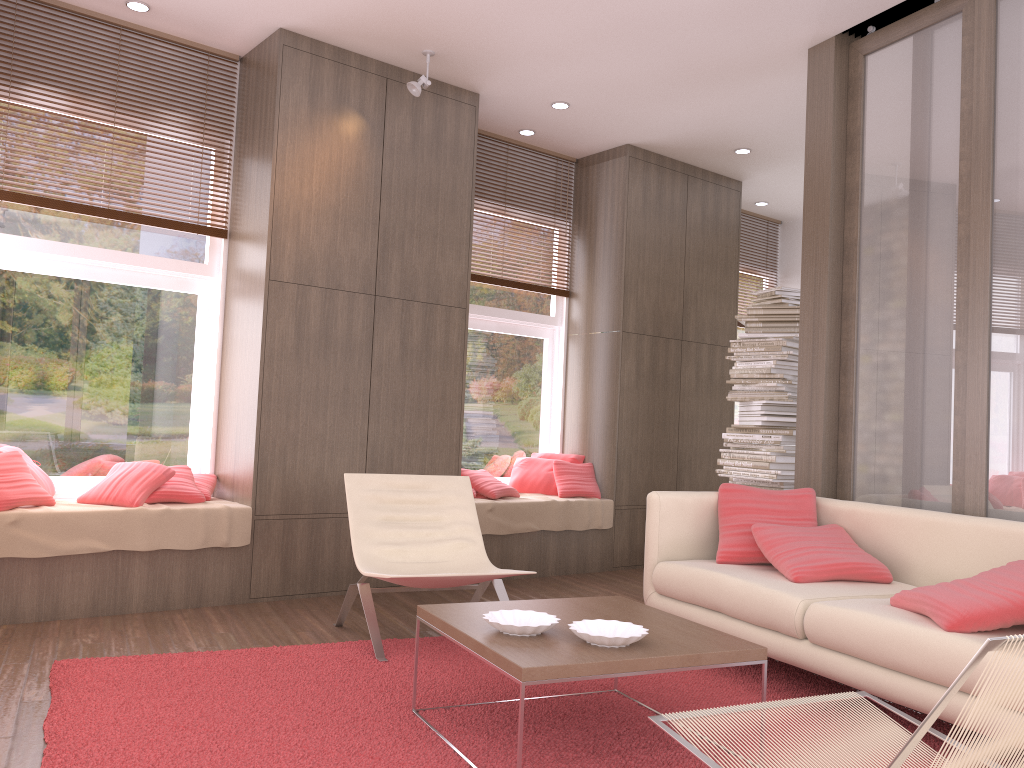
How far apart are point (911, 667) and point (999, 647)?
1.8m

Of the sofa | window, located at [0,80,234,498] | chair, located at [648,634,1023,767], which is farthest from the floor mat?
window, located at [0,80,234,498]

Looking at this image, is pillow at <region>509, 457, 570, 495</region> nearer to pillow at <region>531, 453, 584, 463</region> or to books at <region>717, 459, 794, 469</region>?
pillow at <region>531, 453, 584, 463</region>

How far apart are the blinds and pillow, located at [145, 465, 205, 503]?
2.5 meters

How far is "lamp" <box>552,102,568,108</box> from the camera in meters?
6.0 m

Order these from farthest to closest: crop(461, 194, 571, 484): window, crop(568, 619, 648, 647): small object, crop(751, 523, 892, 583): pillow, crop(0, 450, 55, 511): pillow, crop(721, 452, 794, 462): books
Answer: crop(461, 194, 571, 484): window, crop(721, 452, 794, 462): books, crop(0, 450, 55, 511): pillow, crop(751, 523, 892, 583): pillow, crop(568, 619, 648, 647): small object

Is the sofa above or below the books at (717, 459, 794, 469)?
below

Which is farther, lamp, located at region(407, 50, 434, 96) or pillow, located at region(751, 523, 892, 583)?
lamp, located at region(407, 50, 434, 96)

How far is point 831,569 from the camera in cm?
376

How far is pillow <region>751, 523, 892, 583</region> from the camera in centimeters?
376cm
